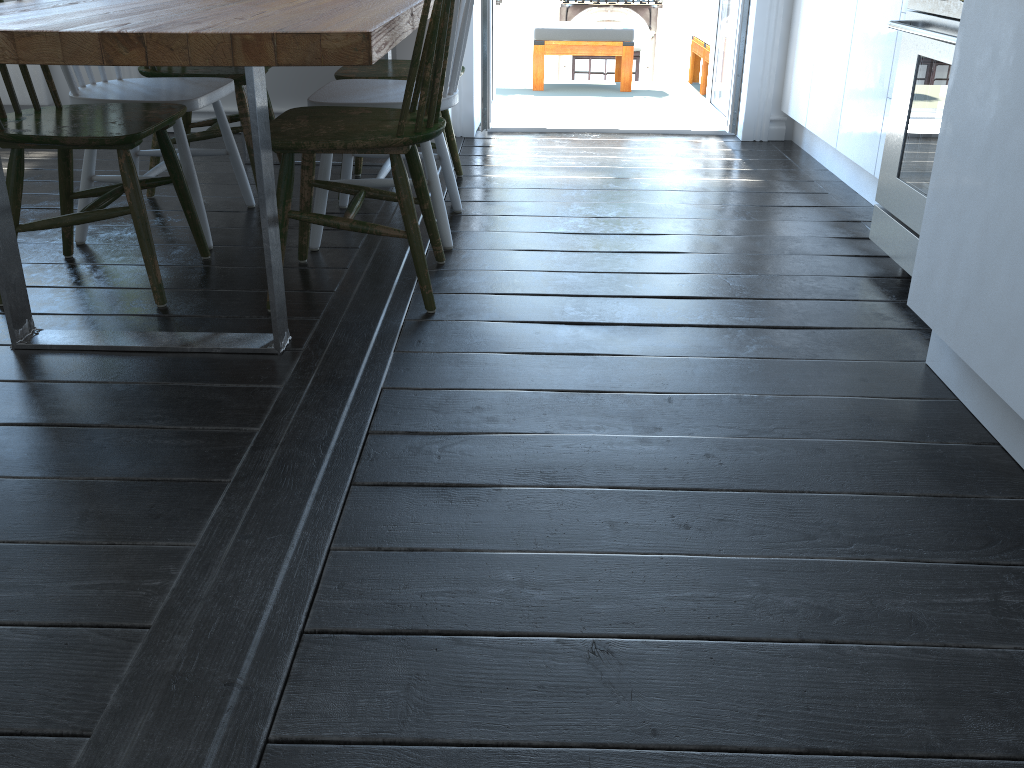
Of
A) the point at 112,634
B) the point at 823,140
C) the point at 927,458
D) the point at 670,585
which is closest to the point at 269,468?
the point at 112,634

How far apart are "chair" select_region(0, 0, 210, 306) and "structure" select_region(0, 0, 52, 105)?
2.0 meters

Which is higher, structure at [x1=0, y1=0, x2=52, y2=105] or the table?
the table

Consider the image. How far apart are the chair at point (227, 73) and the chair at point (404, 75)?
0.3m

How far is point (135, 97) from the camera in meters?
2.5

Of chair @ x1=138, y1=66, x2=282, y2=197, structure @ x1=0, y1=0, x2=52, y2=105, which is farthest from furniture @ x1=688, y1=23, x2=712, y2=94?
structure @ x1=0, y1=0, x2=52, y2=105

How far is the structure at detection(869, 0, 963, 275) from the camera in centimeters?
211cm

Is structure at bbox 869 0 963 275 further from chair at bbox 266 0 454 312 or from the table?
the table

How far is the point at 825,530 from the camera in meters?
1.4 m

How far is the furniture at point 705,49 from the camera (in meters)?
5.01
